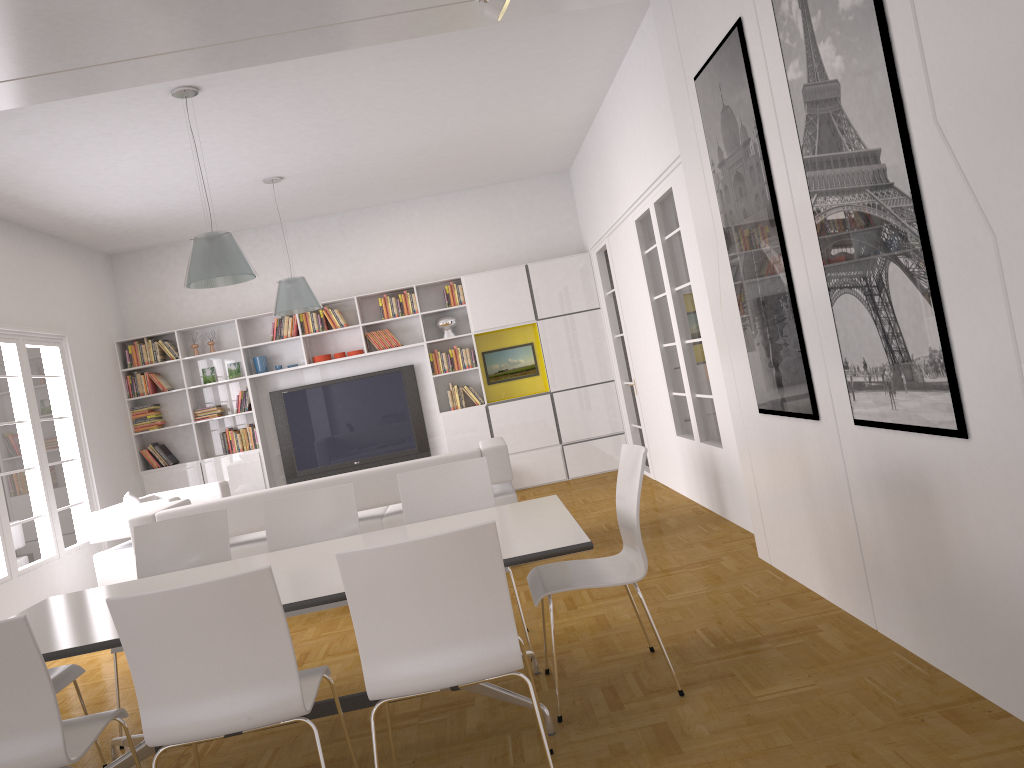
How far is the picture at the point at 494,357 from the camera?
10.2m

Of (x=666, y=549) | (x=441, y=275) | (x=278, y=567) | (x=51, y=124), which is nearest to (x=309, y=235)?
(x=441, y=275)

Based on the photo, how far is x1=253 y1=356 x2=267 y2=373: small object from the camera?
9.9m

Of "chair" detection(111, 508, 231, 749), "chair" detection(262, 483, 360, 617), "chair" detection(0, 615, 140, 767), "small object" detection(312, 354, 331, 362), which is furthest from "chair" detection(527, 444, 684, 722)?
"small object" detection(312, 354, 331, 362)

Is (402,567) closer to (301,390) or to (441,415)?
(441,415)

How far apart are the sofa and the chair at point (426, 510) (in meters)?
1.46

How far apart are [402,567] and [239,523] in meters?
3.8

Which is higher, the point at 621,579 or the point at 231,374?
the point at 231,374

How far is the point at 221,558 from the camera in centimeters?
450cm

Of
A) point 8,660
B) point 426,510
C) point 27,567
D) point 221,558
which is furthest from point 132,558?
point 8,660
